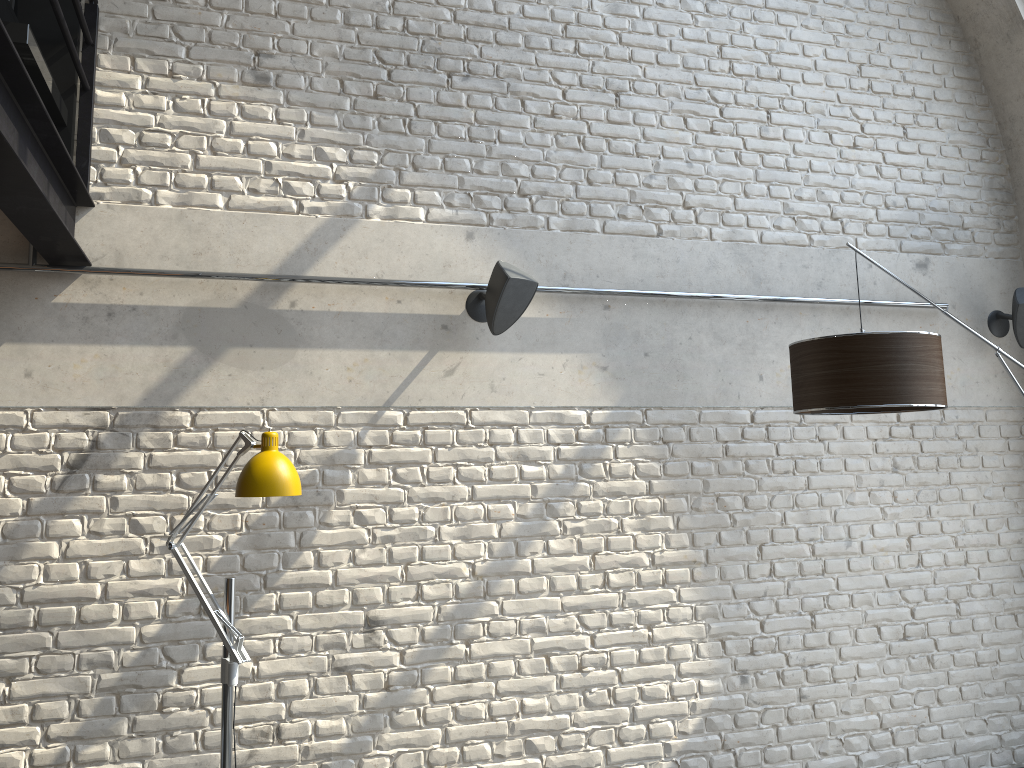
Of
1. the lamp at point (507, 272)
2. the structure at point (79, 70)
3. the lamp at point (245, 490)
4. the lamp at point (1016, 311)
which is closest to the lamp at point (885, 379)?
the lamp at point (1016, 311)

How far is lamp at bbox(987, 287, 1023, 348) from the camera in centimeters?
432cm

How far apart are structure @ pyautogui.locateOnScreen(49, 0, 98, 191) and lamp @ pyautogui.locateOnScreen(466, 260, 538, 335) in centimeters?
153cm

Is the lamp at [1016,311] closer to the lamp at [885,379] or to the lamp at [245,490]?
the lamp at [885,379]

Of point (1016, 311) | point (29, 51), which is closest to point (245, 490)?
point (29, 51)

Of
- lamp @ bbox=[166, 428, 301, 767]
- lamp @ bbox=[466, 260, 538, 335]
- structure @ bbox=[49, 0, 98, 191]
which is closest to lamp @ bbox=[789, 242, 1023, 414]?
lamp @ bbox=[466, 260, 538, 335]

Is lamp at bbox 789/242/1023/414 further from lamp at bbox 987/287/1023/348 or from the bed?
the bed

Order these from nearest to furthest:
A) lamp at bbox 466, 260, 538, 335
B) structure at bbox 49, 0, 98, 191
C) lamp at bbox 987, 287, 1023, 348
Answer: structure at bbox 49, 0, 98, 191 → lamp at bbox 466, 260, 538, 335 → lamp at bbox 987, 287, 1023, 348

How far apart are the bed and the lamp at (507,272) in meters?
1.6 m

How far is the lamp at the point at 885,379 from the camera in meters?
3.2
